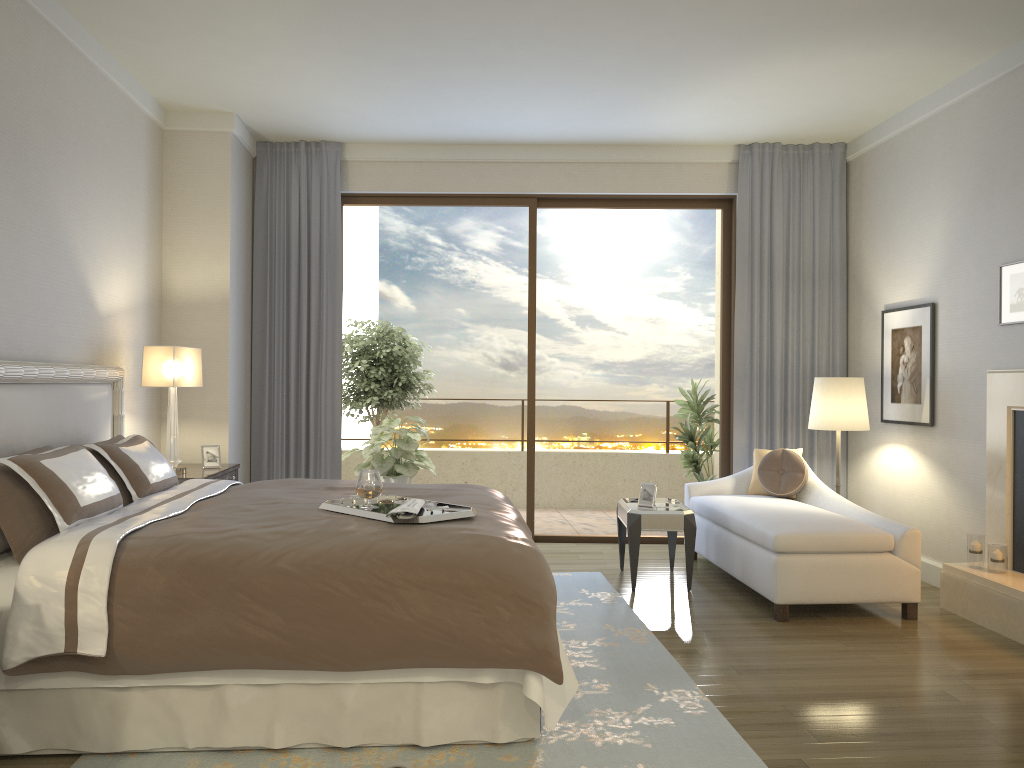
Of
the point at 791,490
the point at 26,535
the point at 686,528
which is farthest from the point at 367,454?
the point at 26,535

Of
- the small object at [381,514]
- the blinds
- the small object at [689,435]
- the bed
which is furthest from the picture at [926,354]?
the small object at [381,514]

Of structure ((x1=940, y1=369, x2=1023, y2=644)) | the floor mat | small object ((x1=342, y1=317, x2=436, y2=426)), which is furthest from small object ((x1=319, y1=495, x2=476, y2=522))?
small object ((x1=342, y1=317, x2=436, y2=426))

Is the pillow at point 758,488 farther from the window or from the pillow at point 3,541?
the pillow at point 3,541

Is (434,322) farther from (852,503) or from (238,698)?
(238,698)

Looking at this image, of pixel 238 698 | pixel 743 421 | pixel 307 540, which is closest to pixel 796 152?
pixel 743 421

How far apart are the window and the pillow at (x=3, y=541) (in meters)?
4.24

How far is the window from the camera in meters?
7.0

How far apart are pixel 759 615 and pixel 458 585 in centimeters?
246cm

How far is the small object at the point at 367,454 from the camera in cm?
741
